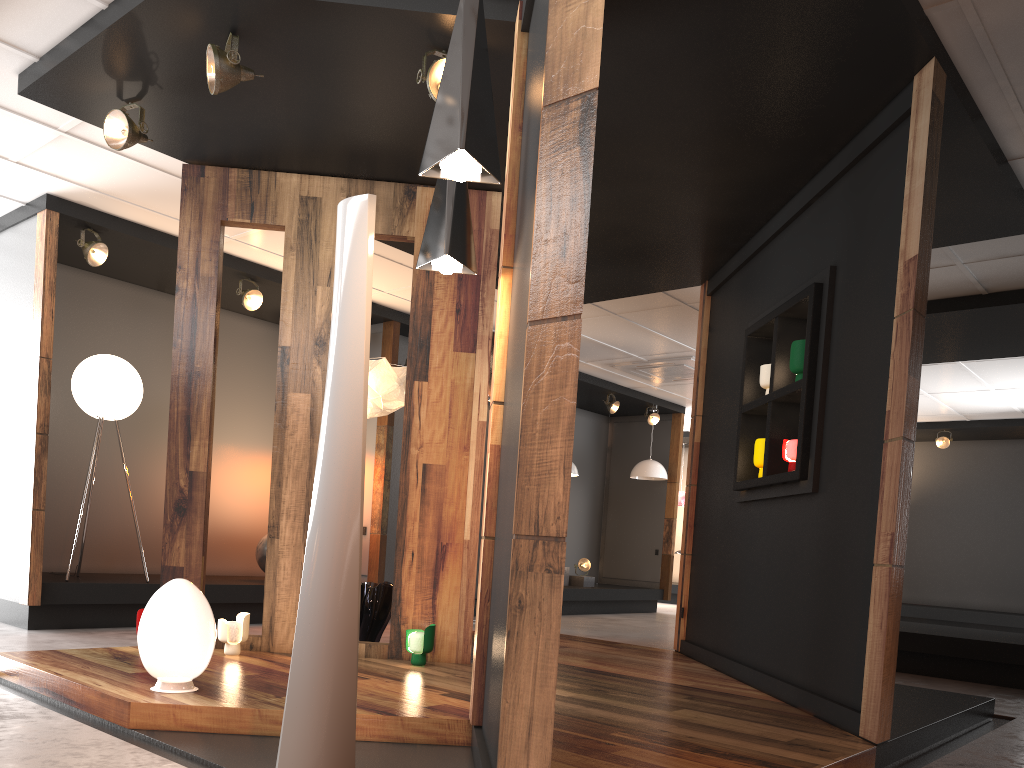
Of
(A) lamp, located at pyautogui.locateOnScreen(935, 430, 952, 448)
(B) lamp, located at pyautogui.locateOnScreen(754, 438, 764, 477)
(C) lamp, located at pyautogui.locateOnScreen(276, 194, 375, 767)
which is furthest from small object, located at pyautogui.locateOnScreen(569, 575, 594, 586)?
(C) lamp, located at pyautogui.locateOnScreen(276, 194, 375, 767)

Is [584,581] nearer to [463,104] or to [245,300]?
[245,300]

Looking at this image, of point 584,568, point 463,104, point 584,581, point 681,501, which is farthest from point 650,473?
point 463,104

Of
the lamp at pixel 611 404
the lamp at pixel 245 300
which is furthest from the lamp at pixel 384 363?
the lamp at pixel 611 404

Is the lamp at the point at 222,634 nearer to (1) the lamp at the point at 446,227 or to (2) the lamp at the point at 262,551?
(1) the lamp at the point at 446,227

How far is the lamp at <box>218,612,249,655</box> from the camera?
4.7m

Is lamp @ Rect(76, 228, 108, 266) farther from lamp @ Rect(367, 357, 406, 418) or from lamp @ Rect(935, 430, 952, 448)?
lamp @ Rect(935, 430, 952, 448)

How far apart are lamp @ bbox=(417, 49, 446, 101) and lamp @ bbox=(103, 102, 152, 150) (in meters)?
1.66

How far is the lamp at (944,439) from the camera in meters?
12.4 m

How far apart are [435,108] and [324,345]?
2.8 meters
